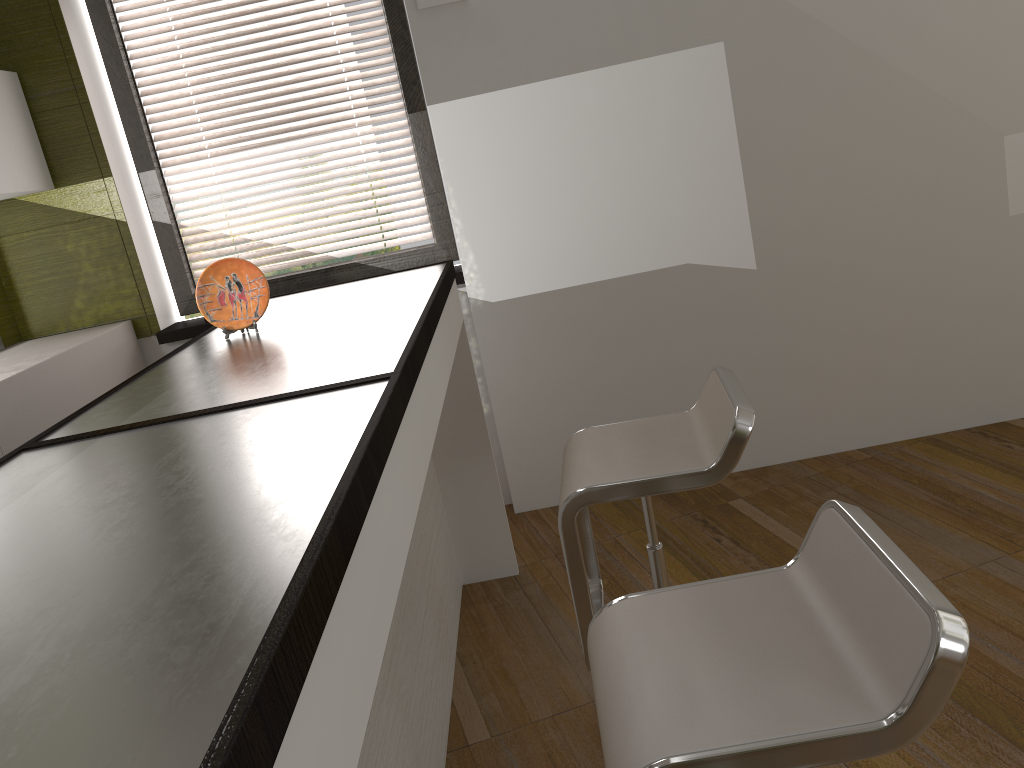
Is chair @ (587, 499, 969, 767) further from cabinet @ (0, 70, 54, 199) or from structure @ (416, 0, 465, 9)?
cabinet @ (0, 70, 54, 199)

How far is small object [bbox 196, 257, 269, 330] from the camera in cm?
222

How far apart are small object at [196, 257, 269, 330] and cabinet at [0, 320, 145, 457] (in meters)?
0.86

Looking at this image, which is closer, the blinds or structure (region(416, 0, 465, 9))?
structure (region(416, 0, 465, 9))

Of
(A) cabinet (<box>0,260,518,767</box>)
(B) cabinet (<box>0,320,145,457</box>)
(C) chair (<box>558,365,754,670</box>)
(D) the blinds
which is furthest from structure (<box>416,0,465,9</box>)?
(C) chair (<box>558,365,754,670</box>)

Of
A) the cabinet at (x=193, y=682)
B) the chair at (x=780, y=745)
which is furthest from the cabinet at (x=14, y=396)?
the chair at (x=780, y=745)

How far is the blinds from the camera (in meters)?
3.47

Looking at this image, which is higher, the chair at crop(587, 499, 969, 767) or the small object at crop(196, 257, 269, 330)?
the small object at crop(196, 257, 269, 330)

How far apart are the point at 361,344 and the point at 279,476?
0.7m

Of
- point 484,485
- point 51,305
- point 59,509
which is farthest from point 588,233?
point 59,509
